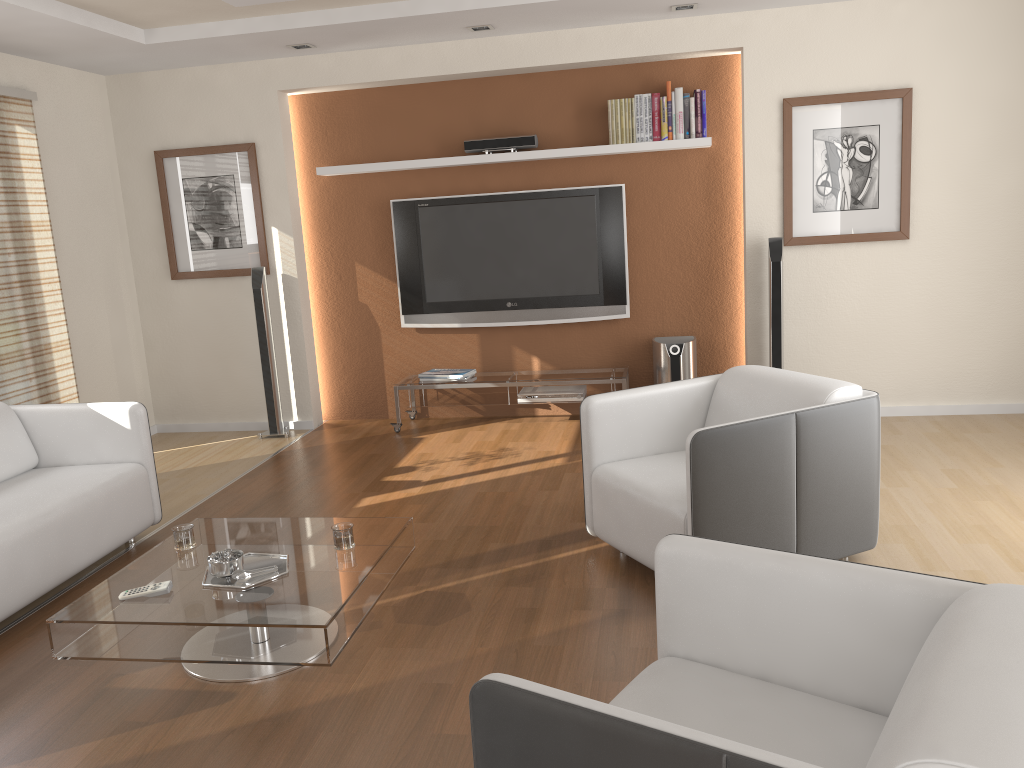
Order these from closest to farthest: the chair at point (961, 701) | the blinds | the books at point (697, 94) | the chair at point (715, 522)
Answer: the chair at point (961, 701), the chair at point (715, 522), the blinds, the books at point (697, 94)

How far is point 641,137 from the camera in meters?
5.6

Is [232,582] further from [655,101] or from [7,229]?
[655,101]

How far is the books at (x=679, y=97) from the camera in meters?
5.5 m

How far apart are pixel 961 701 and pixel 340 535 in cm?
222

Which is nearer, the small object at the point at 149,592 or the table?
the table

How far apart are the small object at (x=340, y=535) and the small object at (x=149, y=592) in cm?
56

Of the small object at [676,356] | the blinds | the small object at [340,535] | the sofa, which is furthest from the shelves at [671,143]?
the small object at [340,535]

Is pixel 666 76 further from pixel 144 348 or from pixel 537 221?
pixel 144 348

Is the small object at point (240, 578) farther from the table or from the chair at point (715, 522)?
the chair at point (715, 522)
